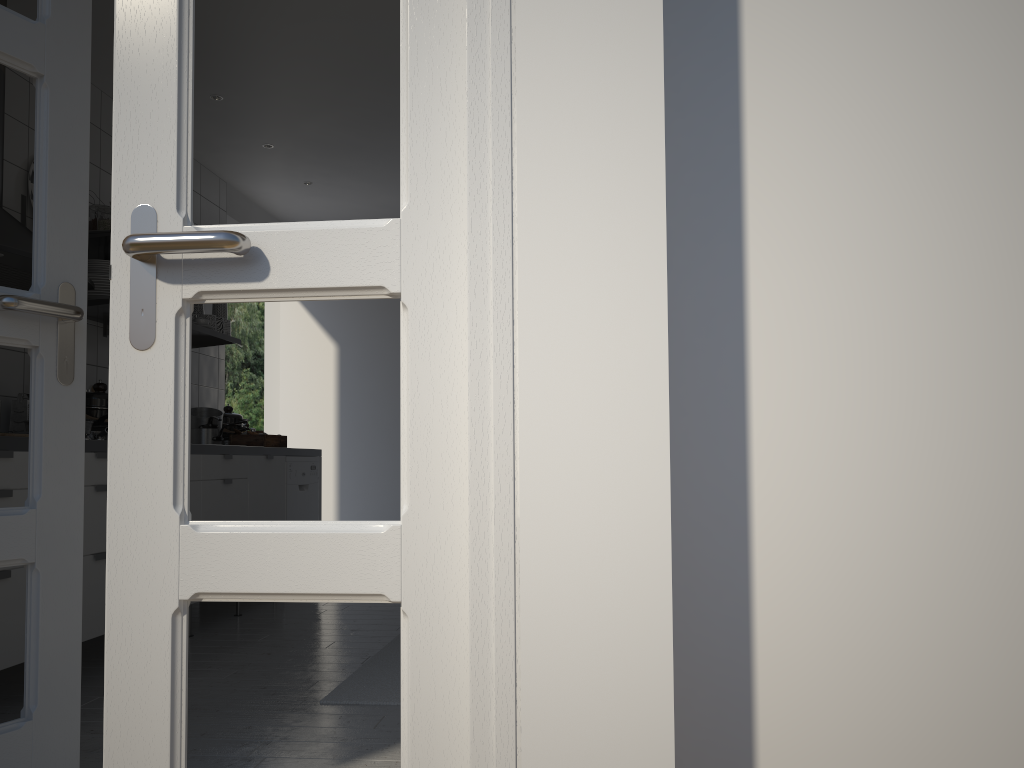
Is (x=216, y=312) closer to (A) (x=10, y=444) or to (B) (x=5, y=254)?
(B) (x=5, y=254)

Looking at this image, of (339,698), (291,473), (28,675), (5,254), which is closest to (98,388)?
(5,254)

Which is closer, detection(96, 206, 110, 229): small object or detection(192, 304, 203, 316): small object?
detection(96, 206, 110, 229): small object

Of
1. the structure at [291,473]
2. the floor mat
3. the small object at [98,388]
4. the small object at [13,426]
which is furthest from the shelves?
the floor mat

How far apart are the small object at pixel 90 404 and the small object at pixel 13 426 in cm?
22

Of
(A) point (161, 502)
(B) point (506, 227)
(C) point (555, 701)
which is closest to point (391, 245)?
(B) point (506, 227)

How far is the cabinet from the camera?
2.6m

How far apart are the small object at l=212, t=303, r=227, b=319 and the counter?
0.79m

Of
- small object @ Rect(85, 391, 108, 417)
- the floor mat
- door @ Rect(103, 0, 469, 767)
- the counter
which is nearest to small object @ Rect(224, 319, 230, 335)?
the counter

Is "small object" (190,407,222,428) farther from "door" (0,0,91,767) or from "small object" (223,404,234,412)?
"door" (0,0,91,767)
